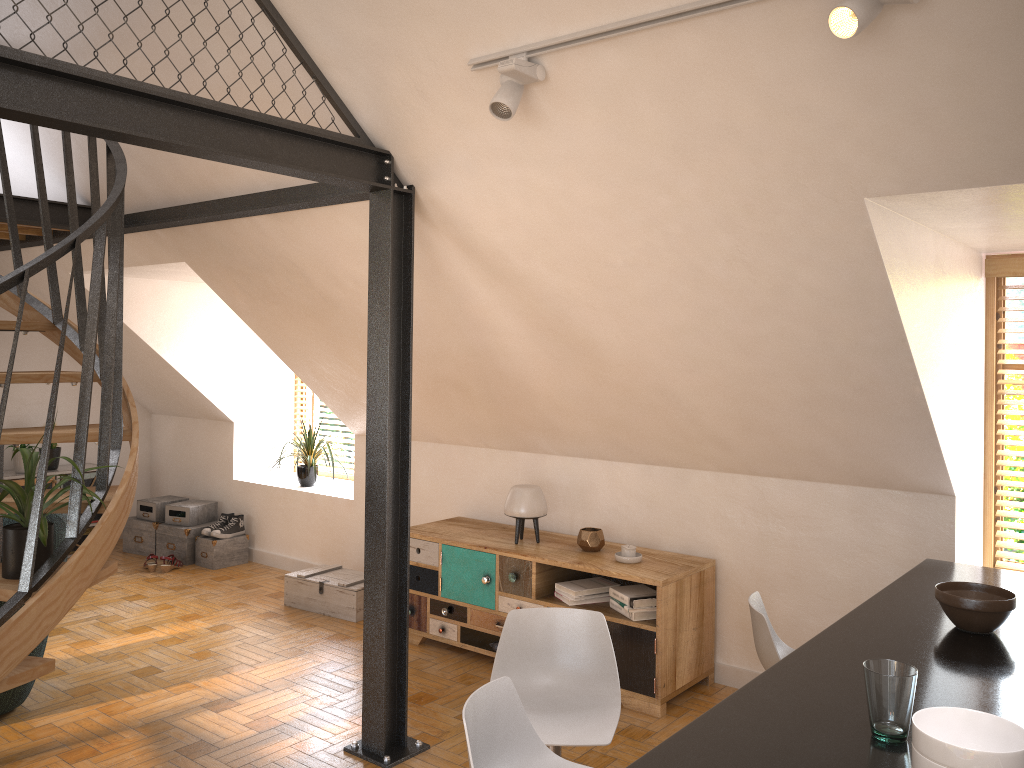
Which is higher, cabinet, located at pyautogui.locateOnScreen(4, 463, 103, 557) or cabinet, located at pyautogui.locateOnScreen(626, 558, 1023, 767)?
cabinet, located at pyautogui.locateOnScreen(626, 558, 1023, 767)

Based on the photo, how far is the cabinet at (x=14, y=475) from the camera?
6.7 meters

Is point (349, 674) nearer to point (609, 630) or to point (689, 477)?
point (609, 630)

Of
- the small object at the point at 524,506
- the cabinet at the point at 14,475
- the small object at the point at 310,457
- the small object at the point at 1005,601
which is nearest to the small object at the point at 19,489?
the small object at the point at 524,506

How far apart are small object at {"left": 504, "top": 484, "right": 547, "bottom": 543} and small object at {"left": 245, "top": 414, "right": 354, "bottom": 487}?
2.16m

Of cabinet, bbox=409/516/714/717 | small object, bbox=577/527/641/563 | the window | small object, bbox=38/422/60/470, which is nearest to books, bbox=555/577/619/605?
cabinet, bbox=409/516/714/717

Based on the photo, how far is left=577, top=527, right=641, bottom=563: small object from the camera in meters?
4.5 m

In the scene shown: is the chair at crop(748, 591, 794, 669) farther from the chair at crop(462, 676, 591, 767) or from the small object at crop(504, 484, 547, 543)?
the small object at crop(504, 484, 547, 543)

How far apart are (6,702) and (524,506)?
2.6m

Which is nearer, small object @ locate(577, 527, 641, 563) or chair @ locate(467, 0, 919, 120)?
chair @ locate(467, 0, 919, 120)
